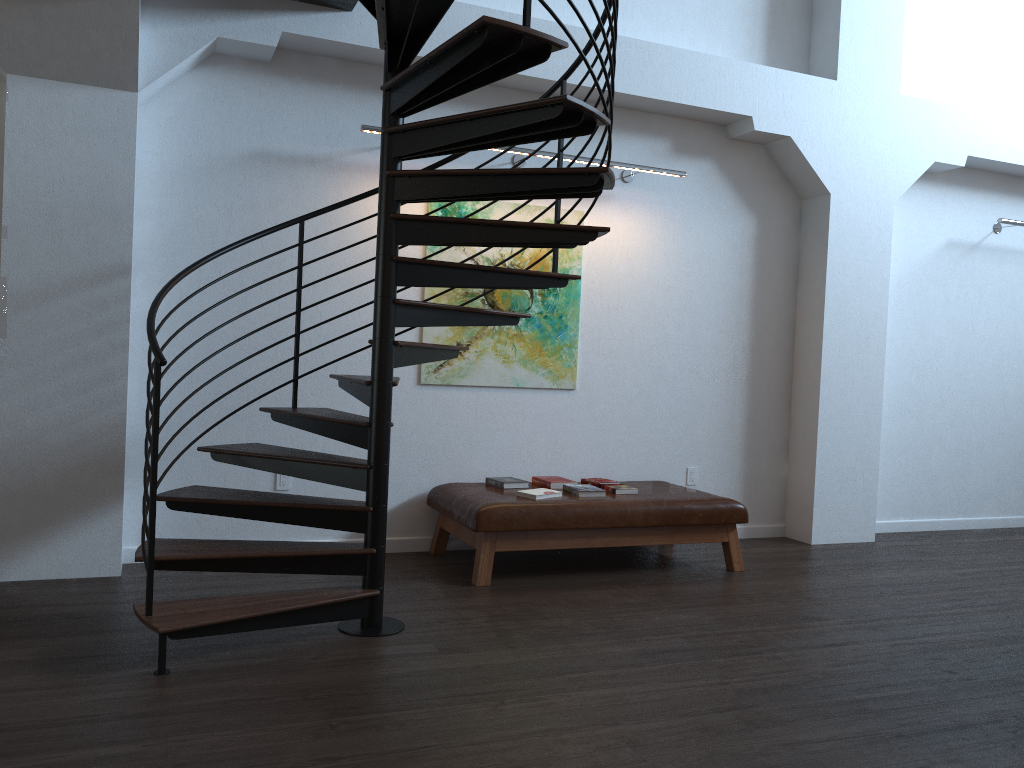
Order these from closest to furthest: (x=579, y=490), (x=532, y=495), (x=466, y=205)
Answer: (x=532, y=495) < (x=579, y=490) < (x=466, y=205)

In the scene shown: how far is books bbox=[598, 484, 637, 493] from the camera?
5.40m

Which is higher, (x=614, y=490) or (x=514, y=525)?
(x=614, y=490)

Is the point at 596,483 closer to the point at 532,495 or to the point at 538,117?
the point at 532,495

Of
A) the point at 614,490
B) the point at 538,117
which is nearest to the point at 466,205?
the point at 614,490

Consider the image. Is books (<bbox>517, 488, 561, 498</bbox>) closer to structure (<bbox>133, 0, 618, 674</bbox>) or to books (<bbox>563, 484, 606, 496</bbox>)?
books (<bbox>563, 484, 606, 496</bbox>)

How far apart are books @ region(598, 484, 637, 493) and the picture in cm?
82

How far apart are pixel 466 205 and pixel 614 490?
2.02m

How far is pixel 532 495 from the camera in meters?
5.1 m

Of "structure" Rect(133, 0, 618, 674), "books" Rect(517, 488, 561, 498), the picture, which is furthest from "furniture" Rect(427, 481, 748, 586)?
"structure" Rect(133, 0, 618, 674)
